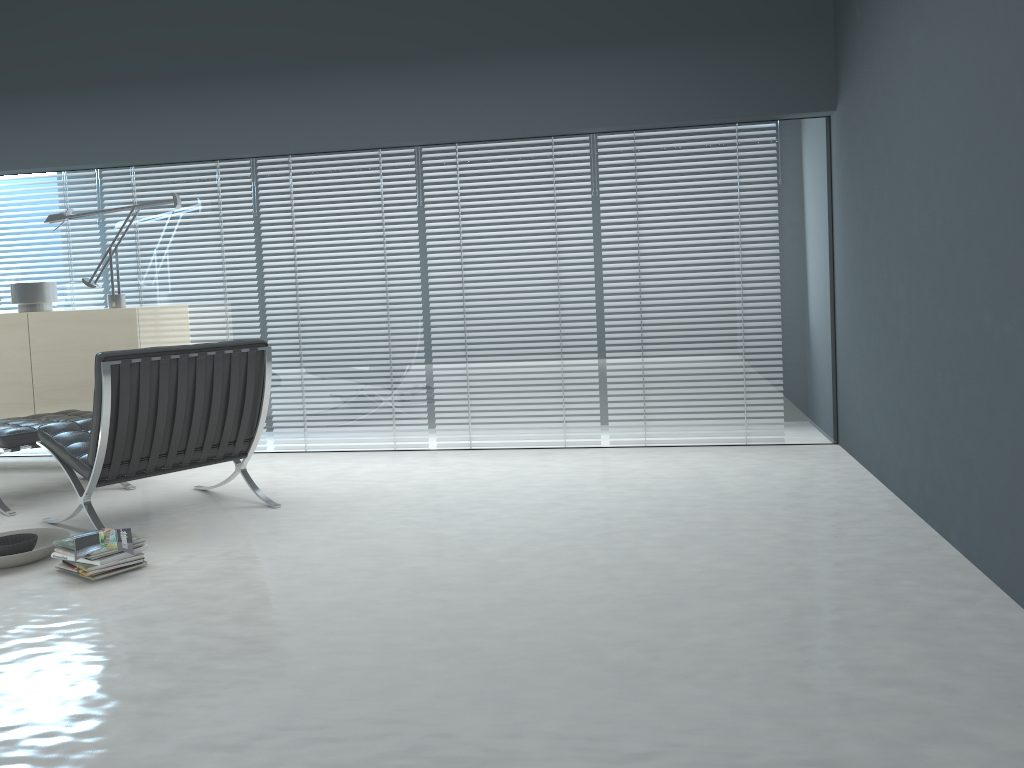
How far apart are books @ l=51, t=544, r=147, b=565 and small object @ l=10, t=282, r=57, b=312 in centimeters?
247cm

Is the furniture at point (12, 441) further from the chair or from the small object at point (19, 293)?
the small object at point (19, 293)

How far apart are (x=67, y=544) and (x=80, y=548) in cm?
11

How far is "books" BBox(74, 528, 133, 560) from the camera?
3.0m

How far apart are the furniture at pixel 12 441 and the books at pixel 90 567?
1.25m

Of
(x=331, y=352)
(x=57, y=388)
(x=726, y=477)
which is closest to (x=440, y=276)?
(x=331, y=352)

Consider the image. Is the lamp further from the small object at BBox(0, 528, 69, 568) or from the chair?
the small object at BBox(0, 528, 69, 568)

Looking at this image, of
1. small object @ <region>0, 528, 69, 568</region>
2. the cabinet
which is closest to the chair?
small object @ <region>0, 528, 69, 568</region>

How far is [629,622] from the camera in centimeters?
242cm

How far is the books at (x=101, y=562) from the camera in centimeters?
298cm
